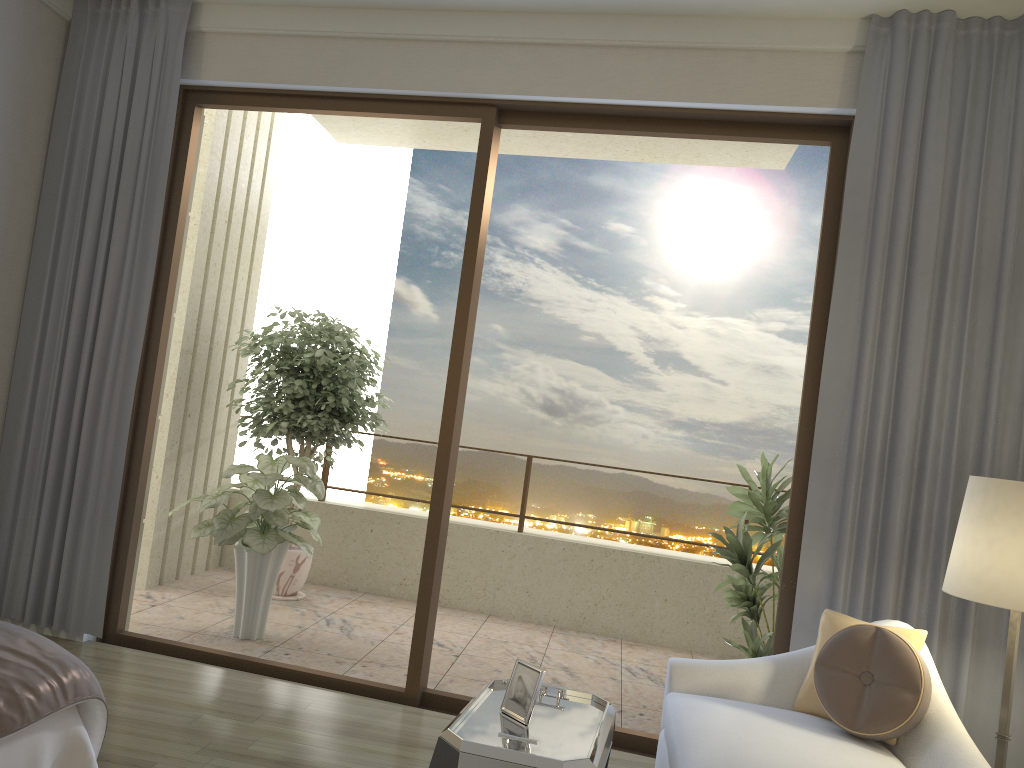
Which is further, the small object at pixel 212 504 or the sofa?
the small object at pixel 212 504

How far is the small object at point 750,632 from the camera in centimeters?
419cm

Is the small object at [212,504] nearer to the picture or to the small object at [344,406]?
the small object at [344,406]

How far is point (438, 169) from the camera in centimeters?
832cm

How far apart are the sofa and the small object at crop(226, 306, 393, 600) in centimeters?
310cm

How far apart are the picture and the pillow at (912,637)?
1.0 meters

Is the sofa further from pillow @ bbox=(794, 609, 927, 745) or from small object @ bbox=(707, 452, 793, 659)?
small object @ bbox=(707, 452, 793, 659)

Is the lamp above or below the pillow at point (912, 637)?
above

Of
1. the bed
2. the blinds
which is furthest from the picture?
the blinds

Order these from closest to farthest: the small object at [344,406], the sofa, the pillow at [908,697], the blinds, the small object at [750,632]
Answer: the sofa, the pillow at [908,697], the blinds, the small object at [750,632], the small object at [344,406]
